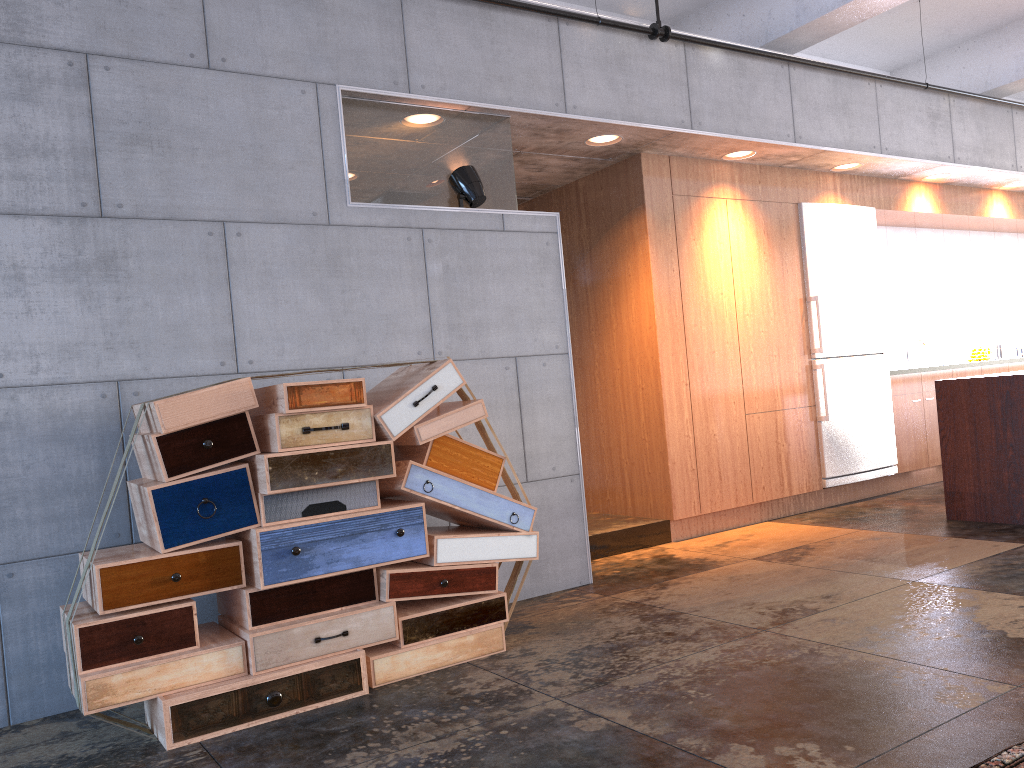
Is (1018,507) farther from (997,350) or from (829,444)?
(997,350)

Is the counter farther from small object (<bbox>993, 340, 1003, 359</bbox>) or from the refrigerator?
small object (<bbox>993, 340, 1003, 359</bbox>)

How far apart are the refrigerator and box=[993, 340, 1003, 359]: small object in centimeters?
299cm

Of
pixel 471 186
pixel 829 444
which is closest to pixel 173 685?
pixel 471 186

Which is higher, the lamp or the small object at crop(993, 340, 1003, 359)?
the lamp

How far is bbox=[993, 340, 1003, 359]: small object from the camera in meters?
9.5

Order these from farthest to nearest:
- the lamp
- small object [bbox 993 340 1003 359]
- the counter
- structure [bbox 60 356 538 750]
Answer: small object [bbox 993 340 1003 359], the counter, the lamp, structure [bbox 60 356 538 750]

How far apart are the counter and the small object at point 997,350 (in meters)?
4.27

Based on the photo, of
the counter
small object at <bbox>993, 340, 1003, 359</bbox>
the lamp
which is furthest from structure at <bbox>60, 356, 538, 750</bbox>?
small object at <bbox>993, 340, 1003, 359</bbox>

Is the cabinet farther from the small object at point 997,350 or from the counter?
the counter
